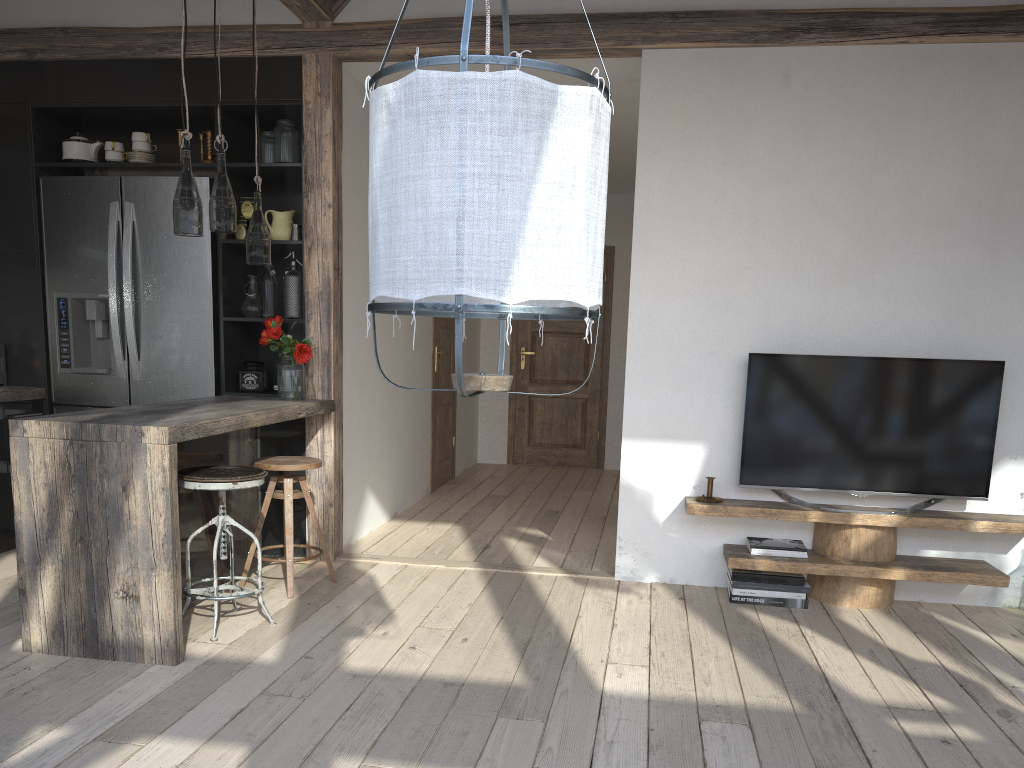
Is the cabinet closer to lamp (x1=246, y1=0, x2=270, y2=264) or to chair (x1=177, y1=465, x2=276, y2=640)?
chair (x1=177, y1=465, x2=276, y2=640)

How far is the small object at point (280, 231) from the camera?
4.62m

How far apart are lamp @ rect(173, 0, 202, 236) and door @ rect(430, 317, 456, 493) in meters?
3.4

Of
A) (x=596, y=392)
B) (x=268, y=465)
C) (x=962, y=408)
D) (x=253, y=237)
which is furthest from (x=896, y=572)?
(x=596, y=392)

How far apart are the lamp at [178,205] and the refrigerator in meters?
1.2

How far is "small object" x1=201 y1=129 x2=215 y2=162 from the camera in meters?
4.6 m

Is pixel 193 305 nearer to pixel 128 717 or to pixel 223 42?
pixel 223 42

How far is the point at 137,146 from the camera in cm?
464

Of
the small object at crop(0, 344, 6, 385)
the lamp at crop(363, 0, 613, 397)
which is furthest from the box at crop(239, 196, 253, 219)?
the lamp at crop(363, 0, 613, 397)

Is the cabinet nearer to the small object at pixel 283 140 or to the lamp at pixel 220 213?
the small object at pixel 283 140
